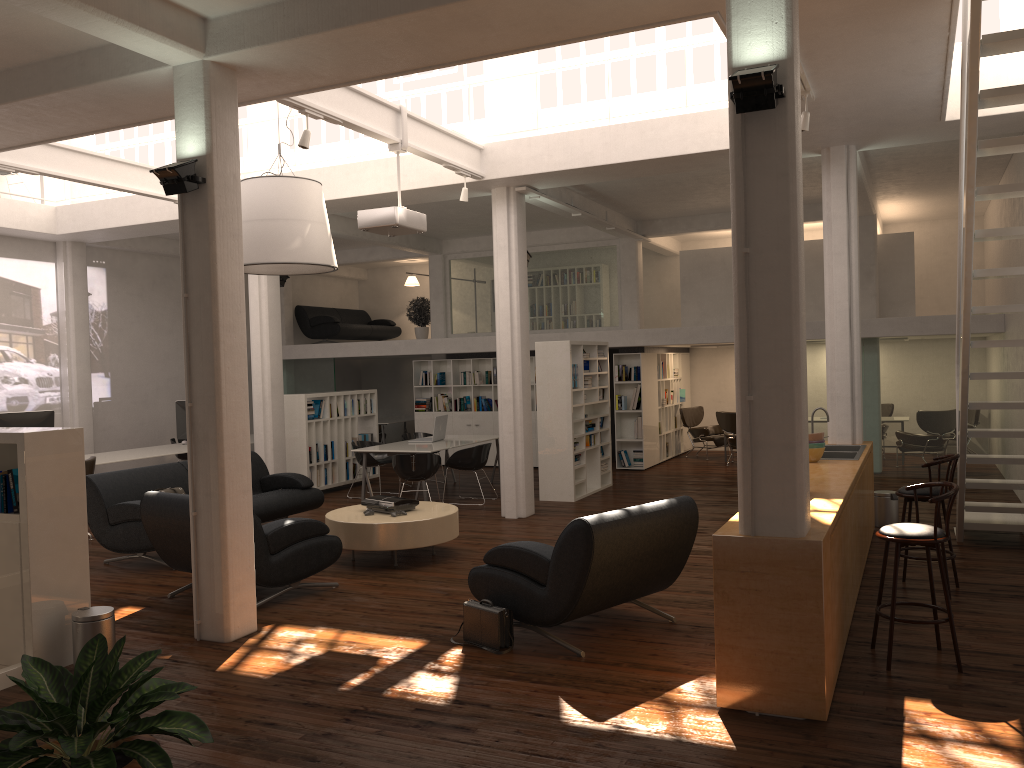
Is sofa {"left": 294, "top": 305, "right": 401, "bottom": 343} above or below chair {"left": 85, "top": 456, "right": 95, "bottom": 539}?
above

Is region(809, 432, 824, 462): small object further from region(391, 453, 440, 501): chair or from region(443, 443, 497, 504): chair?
region(443, 443, 497, 504): chair

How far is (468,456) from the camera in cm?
1485

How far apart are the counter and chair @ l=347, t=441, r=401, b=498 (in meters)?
8.34

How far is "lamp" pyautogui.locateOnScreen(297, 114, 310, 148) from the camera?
9.06m

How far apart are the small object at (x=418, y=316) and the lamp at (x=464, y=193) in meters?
9.7 m

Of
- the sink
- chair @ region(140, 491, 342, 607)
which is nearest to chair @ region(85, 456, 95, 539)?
chair @ region(140, 491, 342, 607)

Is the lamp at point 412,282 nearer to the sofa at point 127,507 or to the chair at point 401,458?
the chair at point 401,458

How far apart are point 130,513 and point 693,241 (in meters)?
15.90

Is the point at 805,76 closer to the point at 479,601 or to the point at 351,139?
the point at 479,601
